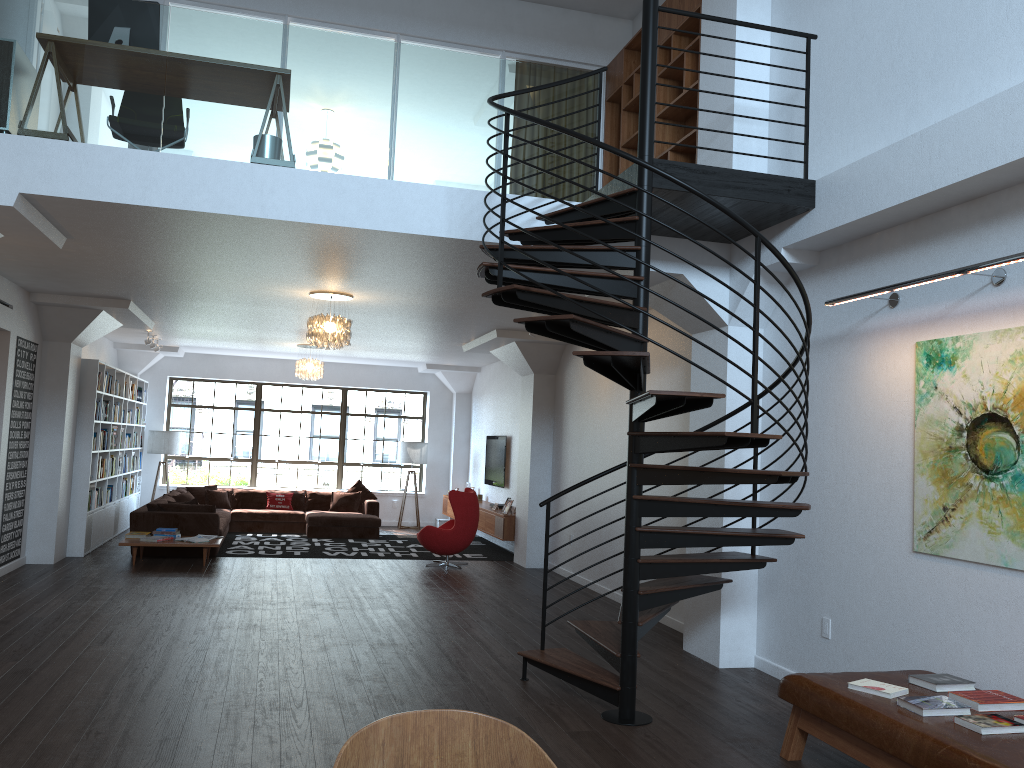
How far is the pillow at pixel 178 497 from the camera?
12.9m

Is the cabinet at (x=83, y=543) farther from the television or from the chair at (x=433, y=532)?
the television

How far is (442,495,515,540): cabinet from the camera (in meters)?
12.17

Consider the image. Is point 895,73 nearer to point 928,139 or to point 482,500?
point 928,139

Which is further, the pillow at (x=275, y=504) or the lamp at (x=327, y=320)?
the pillow at (x=275, y=504)

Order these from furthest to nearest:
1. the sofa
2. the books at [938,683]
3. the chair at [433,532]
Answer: the chair at [433,532]
the sofa
the books at [938,683]

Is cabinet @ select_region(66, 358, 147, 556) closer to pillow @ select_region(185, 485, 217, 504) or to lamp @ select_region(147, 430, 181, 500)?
lamp @ select_region(147, 430, 181, 500)

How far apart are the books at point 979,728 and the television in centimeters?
1033cm

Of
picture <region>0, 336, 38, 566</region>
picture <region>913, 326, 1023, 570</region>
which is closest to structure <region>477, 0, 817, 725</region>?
picture <region>913, 326, 1023, 570</region>

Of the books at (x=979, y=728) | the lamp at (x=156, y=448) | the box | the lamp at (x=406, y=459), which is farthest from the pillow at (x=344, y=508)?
the books at (x=979, y=728)
